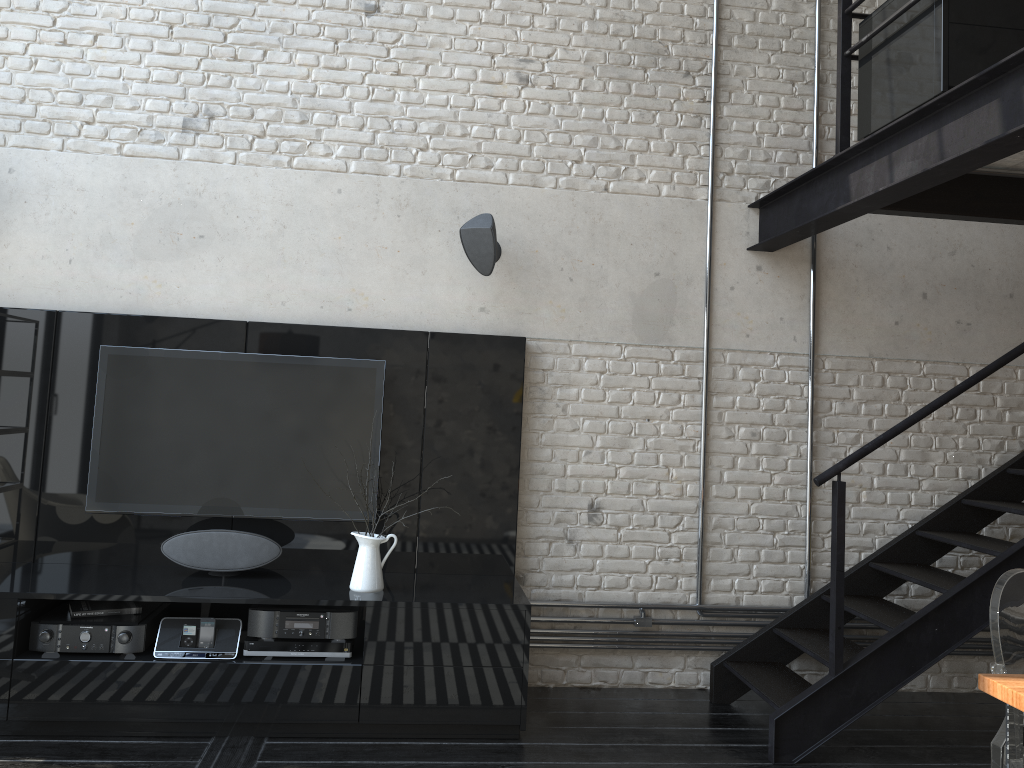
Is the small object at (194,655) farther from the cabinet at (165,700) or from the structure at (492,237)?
the structure at (492,237)

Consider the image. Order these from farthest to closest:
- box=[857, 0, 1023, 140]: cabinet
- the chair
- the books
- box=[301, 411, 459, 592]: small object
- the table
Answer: box=[301, 411, 459, 592]: small object < the books < box=[857, 0, 1023, 140]: cabinet < the chair < the table

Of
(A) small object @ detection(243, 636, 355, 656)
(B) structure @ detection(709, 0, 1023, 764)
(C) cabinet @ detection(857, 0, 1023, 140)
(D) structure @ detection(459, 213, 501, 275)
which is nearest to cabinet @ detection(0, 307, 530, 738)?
(A) small object @ detection(243, 636, 355, 656)

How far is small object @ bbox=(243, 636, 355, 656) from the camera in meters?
3.7

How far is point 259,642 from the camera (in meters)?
3.70

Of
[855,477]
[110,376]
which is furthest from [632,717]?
[110,376]

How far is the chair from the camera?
2.6m

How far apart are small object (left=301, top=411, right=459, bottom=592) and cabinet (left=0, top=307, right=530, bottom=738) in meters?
0.0

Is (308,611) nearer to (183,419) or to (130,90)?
(183,419)

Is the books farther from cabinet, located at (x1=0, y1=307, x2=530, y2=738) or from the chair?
the chair
